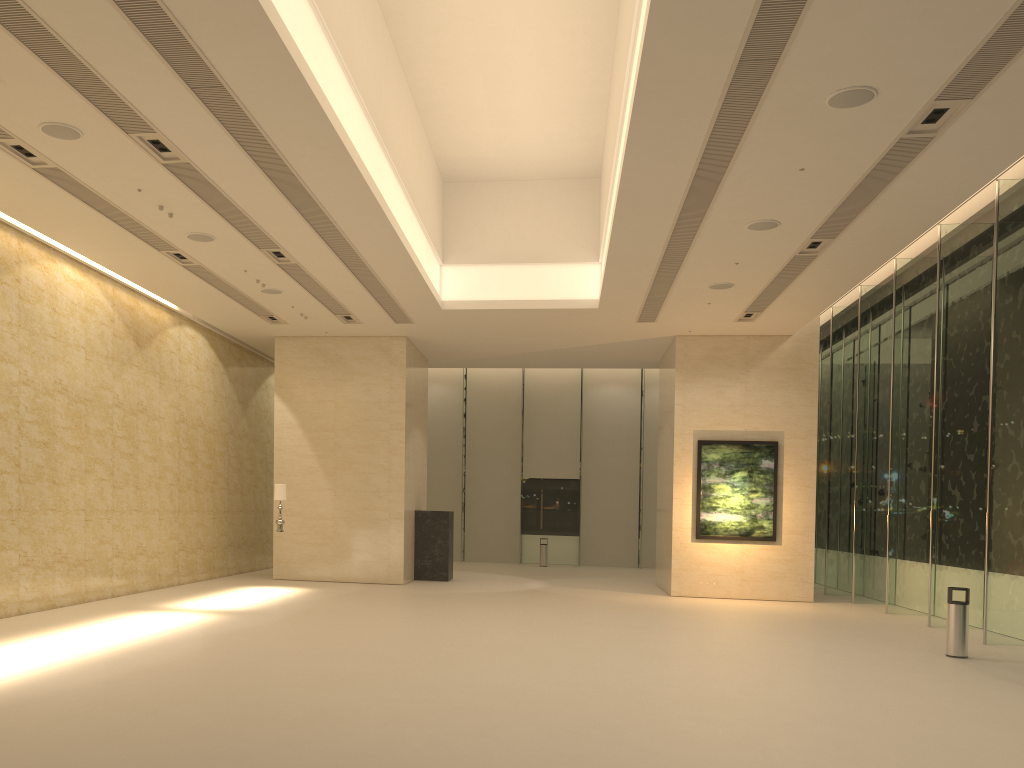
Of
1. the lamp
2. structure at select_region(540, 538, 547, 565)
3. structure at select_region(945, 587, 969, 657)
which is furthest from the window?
the lamp

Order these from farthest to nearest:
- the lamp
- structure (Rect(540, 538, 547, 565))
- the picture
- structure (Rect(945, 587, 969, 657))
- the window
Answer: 1. structure (Rect(540, 538, 547, 565))
2. the picture
3. the lamp
4. the window
5. structure (Rect(945, 587, 969, 657))

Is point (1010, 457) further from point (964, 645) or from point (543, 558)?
point (543, 558)

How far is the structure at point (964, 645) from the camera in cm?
1208

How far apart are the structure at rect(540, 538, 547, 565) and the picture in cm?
1016

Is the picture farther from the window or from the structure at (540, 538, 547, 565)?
the structure at (540, 538, 547, 565)

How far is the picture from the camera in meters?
19.8

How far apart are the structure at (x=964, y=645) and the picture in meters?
7.5

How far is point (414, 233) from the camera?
15.4m

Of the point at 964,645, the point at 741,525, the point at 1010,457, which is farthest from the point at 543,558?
the point at 964,645
